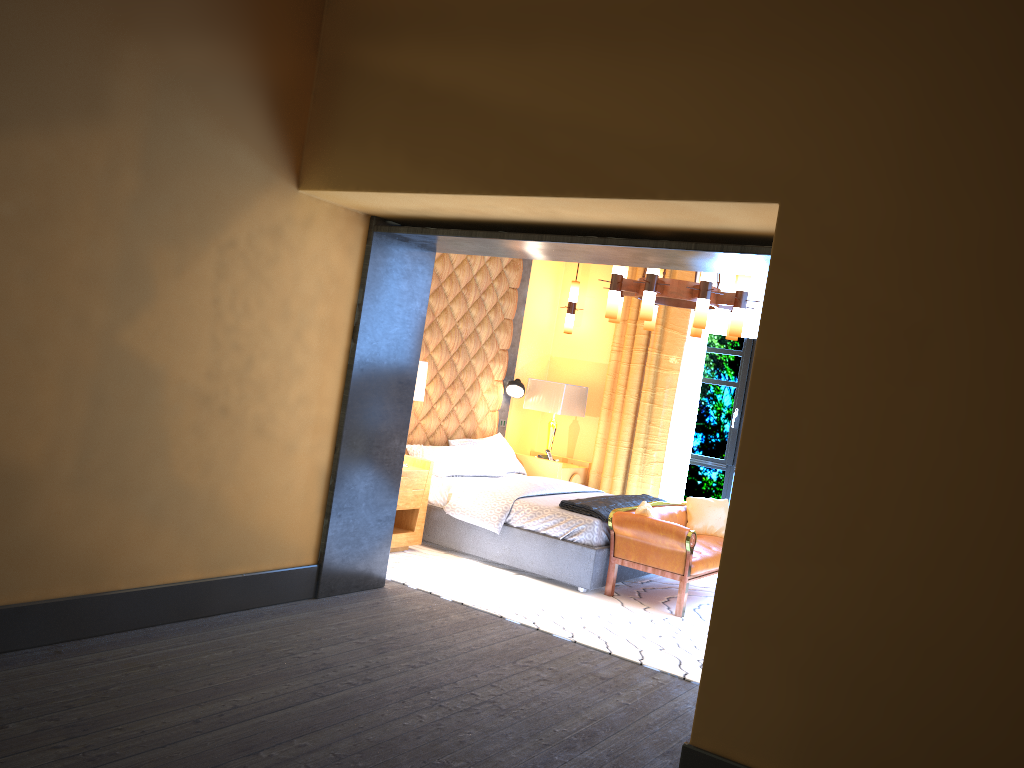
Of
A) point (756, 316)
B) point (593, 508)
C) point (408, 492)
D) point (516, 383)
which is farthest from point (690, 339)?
point (408, 492)

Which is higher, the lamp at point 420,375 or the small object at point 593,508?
the lamp at point 420,375

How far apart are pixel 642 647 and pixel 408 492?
2.2 meters

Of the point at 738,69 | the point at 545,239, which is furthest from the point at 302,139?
the point at 738,69

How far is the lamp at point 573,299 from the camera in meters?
8.9

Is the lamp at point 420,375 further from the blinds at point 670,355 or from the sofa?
the blinds at point 670,355

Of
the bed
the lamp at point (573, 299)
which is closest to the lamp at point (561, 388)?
the bed

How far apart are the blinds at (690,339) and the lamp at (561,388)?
0.9 meters

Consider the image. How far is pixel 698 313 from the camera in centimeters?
602cm

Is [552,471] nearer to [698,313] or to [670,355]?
[670,355]
